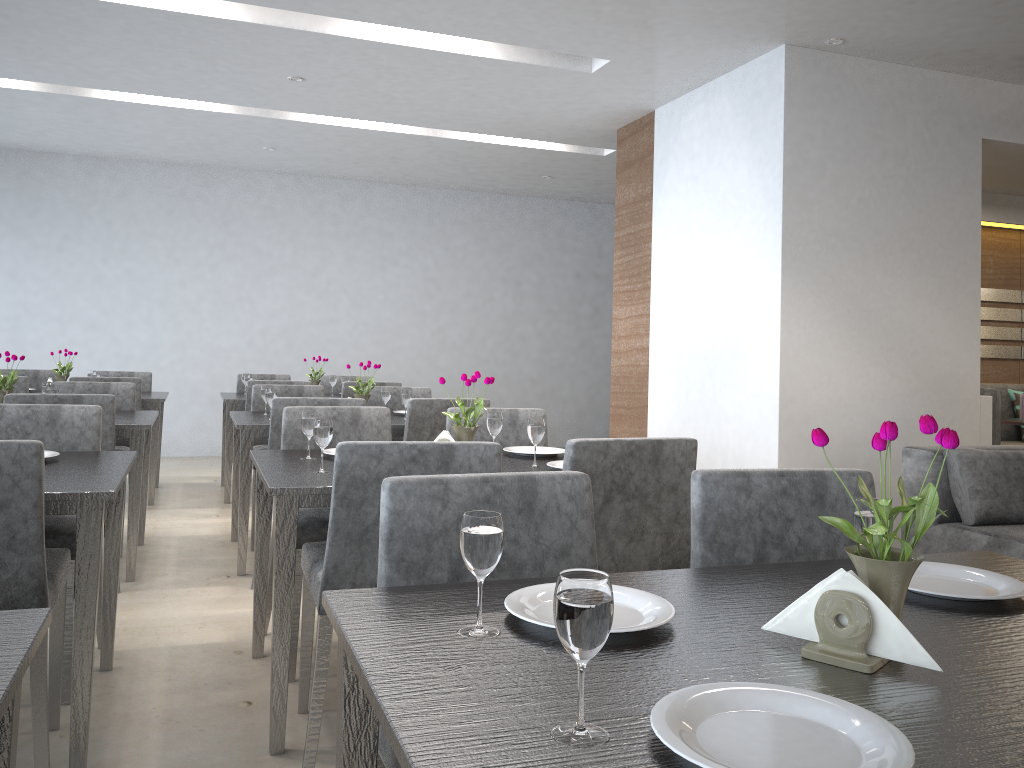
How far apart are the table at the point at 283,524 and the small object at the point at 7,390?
1.64m

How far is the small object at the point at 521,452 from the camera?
2.8m

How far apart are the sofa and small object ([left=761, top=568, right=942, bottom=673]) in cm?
268

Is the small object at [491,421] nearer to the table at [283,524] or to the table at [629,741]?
the table at [283,524]

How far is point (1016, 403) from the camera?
6.1m

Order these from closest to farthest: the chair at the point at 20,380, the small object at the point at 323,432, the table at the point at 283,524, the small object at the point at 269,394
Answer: the table at the point at 283,524
the small object at the point at 323,432
the small object at the point at 269,394
the chair at the point at 20,380

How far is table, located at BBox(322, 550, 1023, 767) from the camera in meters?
0.8

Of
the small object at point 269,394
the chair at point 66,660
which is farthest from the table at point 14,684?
the small object at point 269,394

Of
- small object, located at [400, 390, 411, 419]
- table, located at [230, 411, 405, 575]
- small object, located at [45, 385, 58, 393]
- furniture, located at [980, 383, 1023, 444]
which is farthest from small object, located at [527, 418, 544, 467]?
furniture, located at [980, 383, 1023, 444]

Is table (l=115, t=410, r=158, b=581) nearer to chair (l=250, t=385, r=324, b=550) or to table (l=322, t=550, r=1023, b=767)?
chair (l=250, t=385, r=324, b=550)
